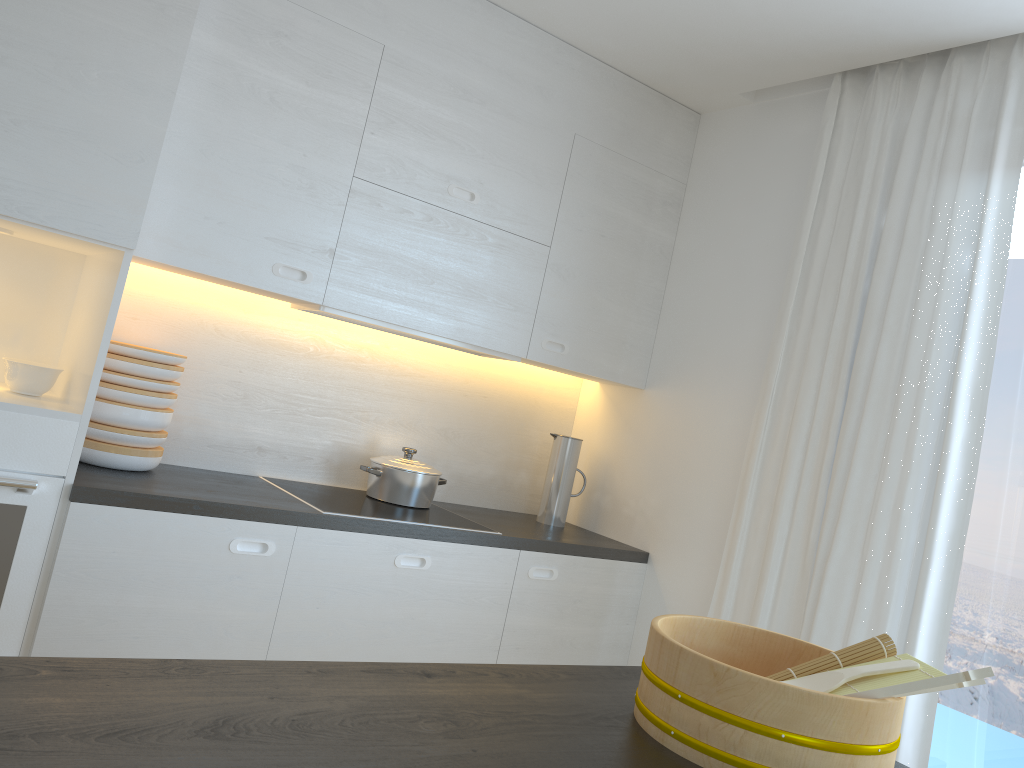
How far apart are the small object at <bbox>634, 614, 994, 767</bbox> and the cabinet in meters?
1.4

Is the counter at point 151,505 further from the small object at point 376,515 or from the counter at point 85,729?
the counter at point 85,729

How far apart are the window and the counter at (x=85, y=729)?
1.3 meters

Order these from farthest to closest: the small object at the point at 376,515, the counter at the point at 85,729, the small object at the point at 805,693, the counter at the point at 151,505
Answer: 1. the small object at the point at 376,515
2. the counter at the point at 151,505
3. the small object at the point at 805,693
4. the counter at the point at 85,729

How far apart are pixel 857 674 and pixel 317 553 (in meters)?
1.66

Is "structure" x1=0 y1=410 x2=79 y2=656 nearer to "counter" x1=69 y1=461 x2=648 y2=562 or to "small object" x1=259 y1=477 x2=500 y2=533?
"counter" x1=69 y1=461 x2=648 y2=562

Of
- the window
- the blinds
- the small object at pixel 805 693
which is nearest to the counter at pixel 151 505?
the blinds

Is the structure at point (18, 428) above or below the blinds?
below

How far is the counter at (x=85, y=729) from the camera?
0.9 meters

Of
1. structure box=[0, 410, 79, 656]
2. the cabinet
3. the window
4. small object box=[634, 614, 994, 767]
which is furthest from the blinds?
structure box=[0, 410, 79, 656]
